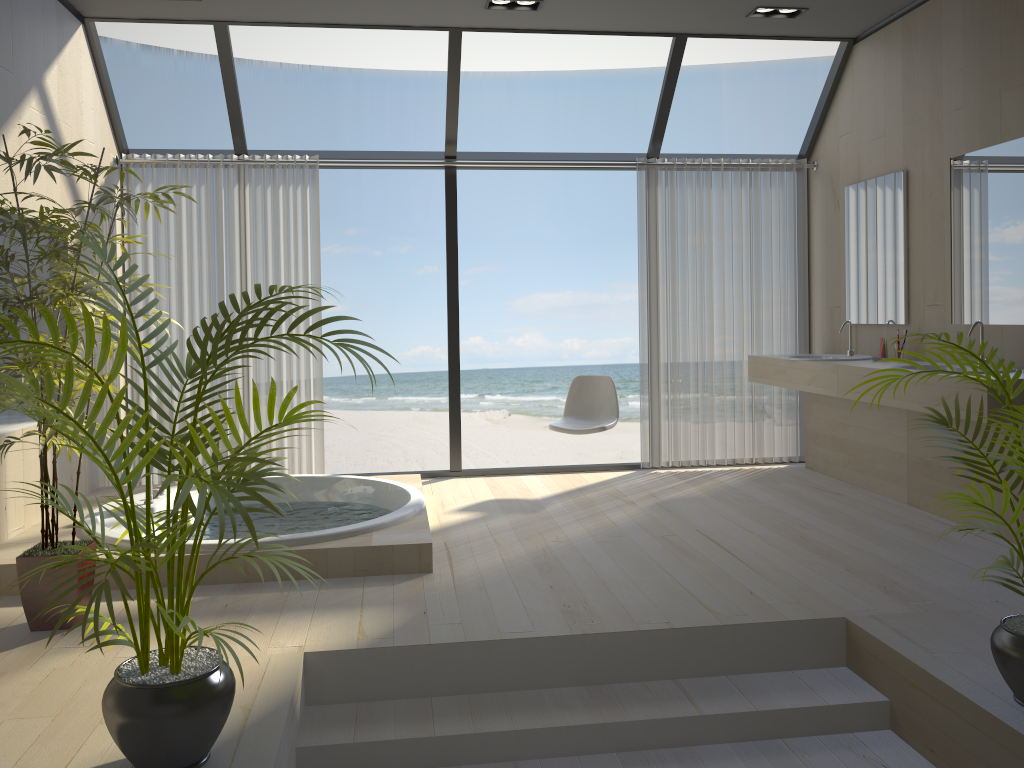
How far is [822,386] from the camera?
4.9 meters

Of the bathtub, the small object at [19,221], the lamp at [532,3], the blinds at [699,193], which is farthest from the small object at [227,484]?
the blinds at [699,193]

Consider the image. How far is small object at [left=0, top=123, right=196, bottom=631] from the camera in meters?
3.0

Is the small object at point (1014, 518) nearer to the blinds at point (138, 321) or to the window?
the window

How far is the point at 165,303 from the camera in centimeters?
552cm

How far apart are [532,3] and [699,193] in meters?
1.8 m

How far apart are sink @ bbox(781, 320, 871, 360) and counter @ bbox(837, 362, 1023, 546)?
0.5m

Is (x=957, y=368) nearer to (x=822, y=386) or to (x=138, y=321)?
(x=822, y=386)

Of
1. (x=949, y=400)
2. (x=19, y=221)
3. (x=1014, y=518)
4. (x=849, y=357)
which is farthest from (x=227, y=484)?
(x=849, y=357)

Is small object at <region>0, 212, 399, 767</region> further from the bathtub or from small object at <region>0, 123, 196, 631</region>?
the bathtub
